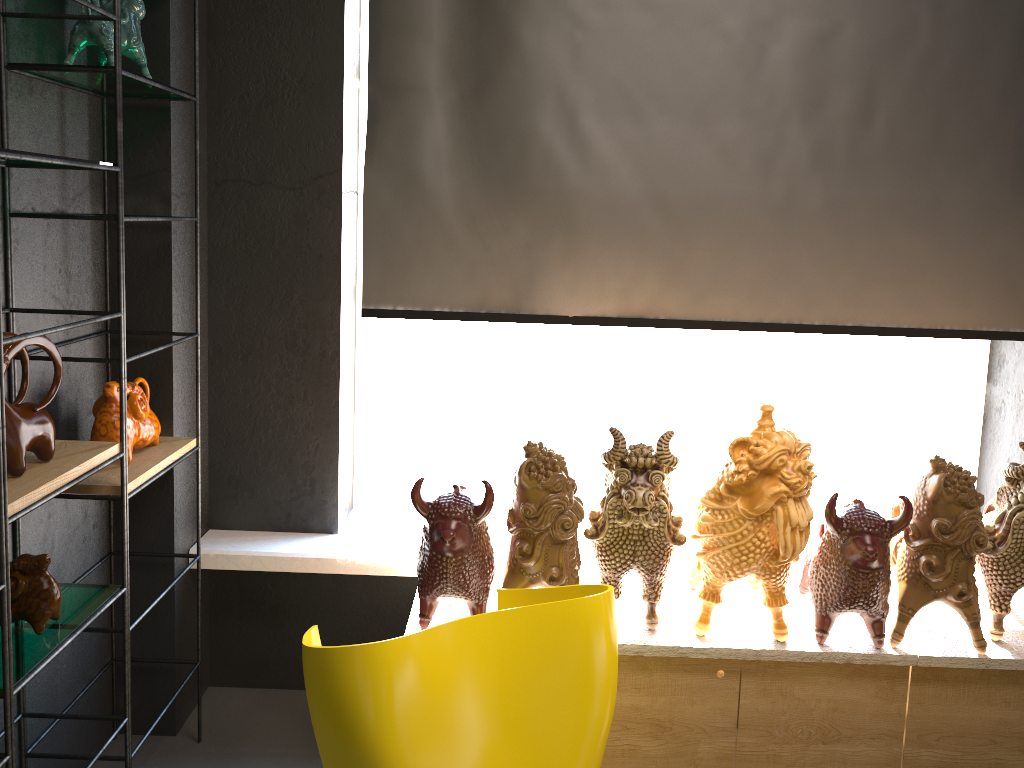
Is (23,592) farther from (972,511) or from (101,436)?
(972,511)

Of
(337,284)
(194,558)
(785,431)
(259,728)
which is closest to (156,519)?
(194,558)

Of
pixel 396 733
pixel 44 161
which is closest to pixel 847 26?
pixel 44 161

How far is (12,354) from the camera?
1.8m

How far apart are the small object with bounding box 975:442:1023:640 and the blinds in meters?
0.6

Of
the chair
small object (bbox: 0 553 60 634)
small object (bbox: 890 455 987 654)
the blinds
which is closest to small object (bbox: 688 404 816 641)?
small object (bbox: 890 455 987 654)

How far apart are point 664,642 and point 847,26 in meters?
1.9

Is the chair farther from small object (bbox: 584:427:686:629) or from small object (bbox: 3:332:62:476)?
small object (bbox: 3:332:62:476)

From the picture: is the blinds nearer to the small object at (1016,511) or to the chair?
the small object at (1016,511)

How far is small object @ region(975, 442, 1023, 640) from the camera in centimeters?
236cm
